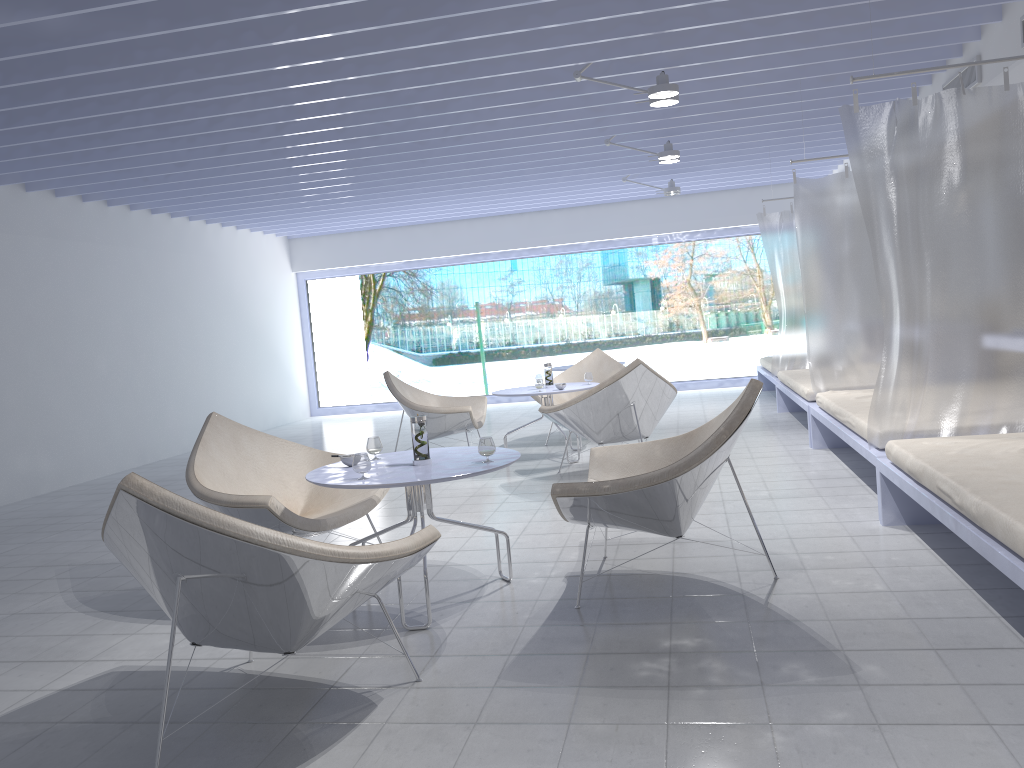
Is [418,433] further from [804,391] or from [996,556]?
[804,391]

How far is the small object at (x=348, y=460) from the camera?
3.5m

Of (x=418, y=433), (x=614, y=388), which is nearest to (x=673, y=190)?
(x=614, y=388)

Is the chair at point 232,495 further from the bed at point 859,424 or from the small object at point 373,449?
the bed at point 859,424

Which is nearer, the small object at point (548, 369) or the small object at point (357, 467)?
the small object at point (357, 467)

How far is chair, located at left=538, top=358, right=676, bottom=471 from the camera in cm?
553

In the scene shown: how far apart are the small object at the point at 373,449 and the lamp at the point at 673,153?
4.3 meters

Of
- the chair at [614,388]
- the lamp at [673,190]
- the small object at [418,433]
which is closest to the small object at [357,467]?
the small object at [418,433]

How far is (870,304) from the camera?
6.0 meters

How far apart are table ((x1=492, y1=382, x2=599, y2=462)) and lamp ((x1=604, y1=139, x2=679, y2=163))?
1.9m
